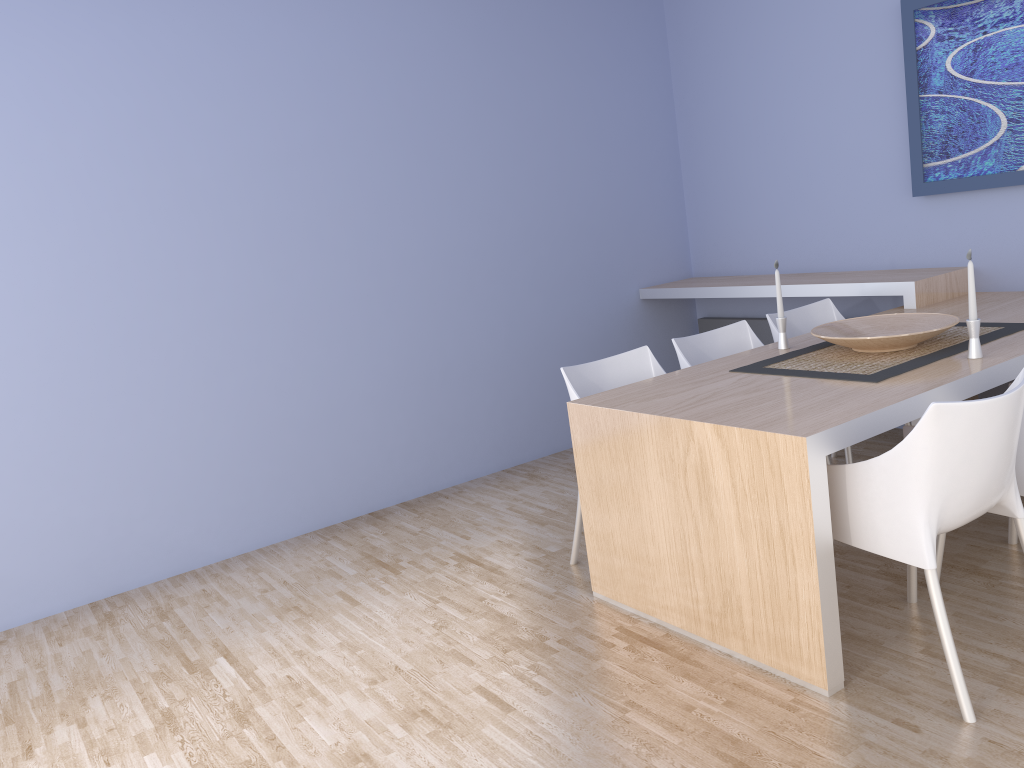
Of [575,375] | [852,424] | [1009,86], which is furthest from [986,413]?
[1009,86]

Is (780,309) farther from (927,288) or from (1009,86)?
(1009,86)

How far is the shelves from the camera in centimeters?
398cm

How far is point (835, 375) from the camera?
2.9m

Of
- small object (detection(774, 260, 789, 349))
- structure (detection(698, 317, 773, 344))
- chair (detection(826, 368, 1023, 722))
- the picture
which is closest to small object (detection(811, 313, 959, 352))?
small object (detection(774, 260, 789, 349))

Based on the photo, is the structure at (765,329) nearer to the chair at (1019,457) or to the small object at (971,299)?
the chair at (1019,457)

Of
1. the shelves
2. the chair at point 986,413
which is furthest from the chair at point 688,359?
the chair at point 986,413

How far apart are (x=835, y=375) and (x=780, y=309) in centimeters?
63cm

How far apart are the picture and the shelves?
0.4m

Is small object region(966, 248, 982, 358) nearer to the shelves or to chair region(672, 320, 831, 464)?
chair region(672, 320, 831, 464)
